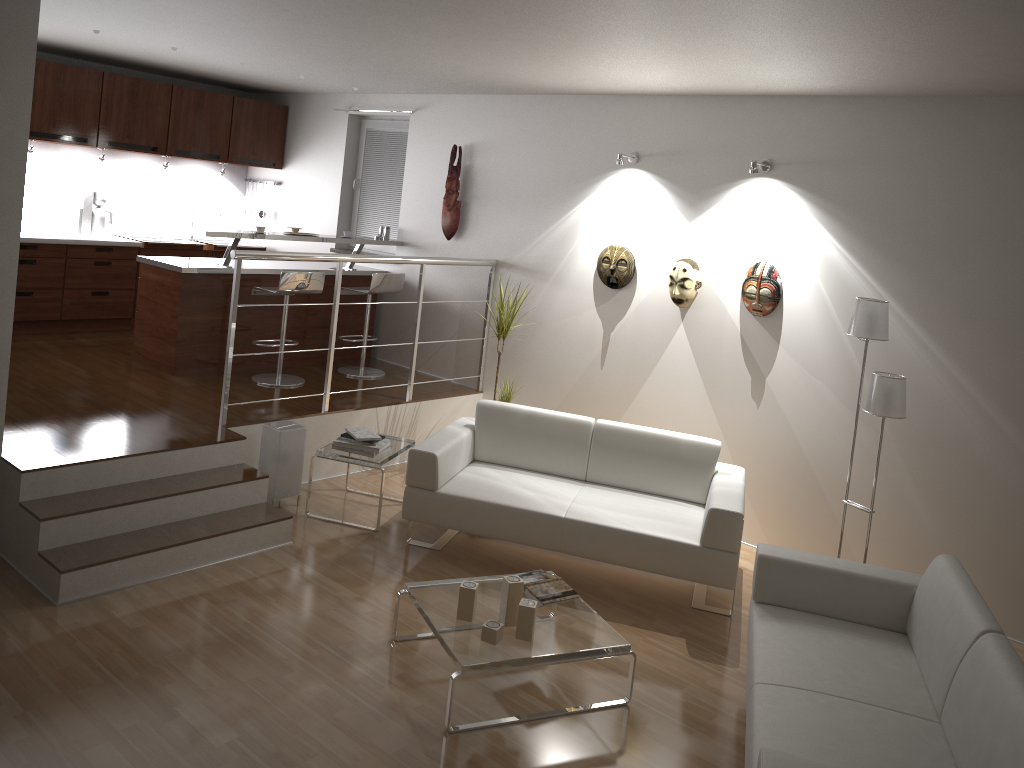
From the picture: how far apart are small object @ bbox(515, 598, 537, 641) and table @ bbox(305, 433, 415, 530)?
1.7m

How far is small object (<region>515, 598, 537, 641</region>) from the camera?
3.61m

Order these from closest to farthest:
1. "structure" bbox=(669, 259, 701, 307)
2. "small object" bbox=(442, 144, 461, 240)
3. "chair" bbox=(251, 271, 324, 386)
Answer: "structure" bbox=(669, 259, 701, 307) → "chair" bbox=(251, 271, 324, 386) → "small object" bbox=(442, 144, 461, 240)

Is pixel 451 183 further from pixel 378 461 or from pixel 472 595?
pixel 472 595

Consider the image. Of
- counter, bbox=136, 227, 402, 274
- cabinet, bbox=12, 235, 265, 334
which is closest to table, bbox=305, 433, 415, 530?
counter, bbox=136, 227, 402, 274

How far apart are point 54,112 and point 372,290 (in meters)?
2.88

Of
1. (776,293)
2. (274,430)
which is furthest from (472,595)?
(776,293)

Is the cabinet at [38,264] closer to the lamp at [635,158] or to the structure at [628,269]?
the structure at [628,269]

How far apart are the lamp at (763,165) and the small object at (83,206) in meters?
5.7

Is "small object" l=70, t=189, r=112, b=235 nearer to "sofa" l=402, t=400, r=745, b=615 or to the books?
"sofa" l=402, t=400, r=745, b=615
